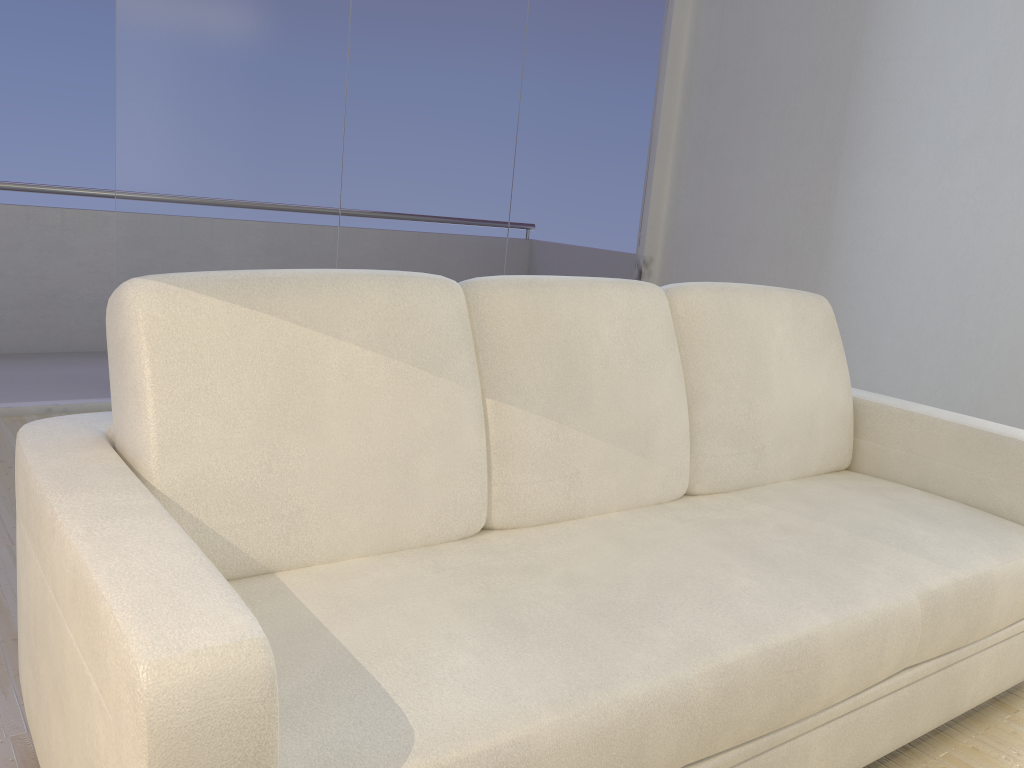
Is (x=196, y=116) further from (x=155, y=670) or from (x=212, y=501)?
(x=155, y=670)

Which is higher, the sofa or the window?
the window

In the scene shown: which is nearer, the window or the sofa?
the sofa

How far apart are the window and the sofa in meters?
2.4

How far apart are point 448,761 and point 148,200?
3.2m

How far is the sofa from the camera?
1.0 meters

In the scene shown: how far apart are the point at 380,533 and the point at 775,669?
0.7m

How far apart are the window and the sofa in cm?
237

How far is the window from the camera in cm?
368

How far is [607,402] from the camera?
1.9 meters
